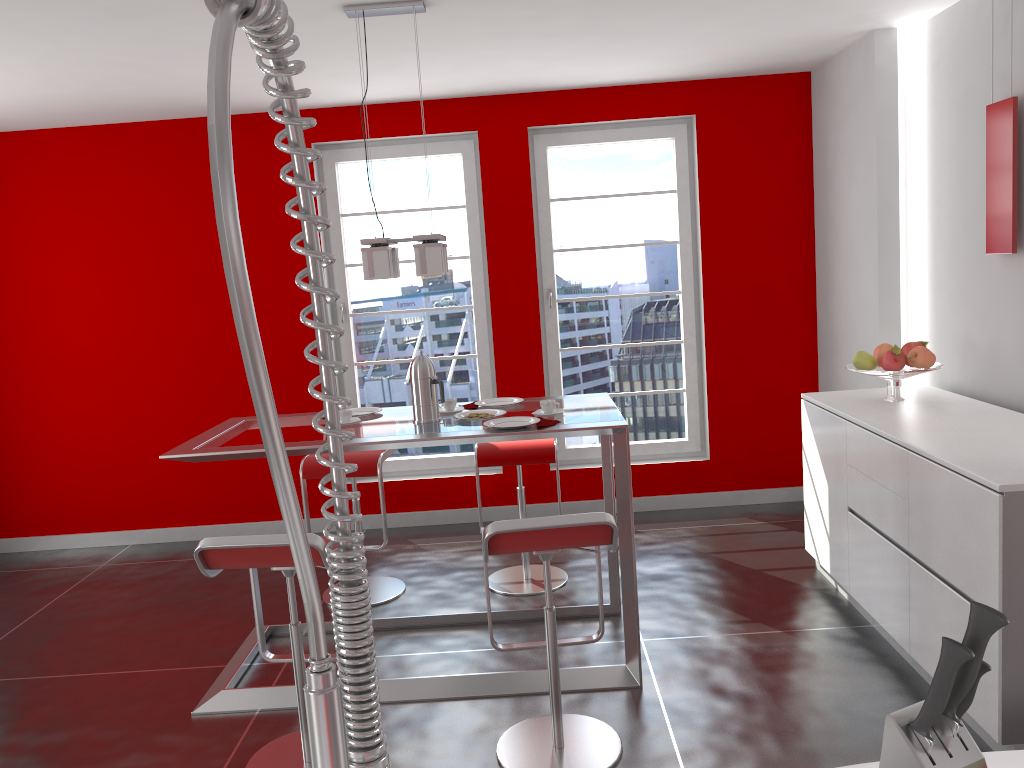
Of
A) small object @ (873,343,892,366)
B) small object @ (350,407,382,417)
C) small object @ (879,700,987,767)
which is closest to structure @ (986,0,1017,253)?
small object @ (873,343,892,366)

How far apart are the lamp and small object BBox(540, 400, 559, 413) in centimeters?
64cm

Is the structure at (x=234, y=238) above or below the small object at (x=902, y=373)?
above

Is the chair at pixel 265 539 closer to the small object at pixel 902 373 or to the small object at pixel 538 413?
the small object at pixel 538 413

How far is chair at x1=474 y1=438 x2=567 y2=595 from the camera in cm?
423

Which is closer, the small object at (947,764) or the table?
the small object at (947,764)

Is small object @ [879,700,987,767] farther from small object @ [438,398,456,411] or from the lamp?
small object @ [438,398,456,411]

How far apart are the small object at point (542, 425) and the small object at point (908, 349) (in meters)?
1.74

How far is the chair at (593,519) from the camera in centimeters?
259cm

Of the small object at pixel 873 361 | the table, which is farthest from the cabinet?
the table
